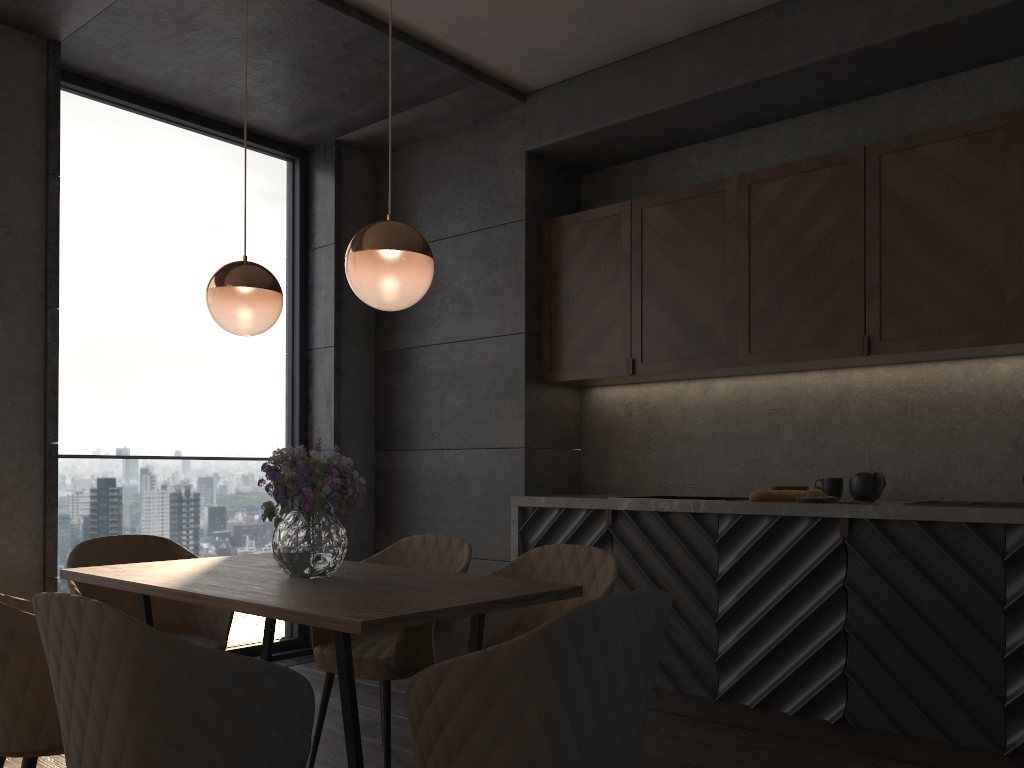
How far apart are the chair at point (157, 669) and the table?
0.11m

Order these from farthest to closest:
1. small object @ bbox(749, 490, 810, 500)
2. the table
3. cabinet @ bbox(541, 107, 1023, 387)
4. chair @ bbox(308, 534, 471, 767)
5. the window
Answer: the window < small object @ bbox(749, 490, 810, 500) < cabinet @ bbox(541, 107, 1023, 387) < chair @ bbox(308, 534, 471, 767) < the table

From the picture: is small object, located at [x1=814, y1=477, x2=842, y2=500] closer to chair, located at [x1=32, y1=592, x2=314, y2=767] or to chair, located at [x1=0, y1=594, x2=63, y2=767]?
chair, located at [x1=32, y1=592, x2=314, y2=767]

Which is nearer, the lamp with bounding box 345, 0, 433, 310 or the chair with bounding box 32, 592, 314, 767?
the chair with bounding box 32, 592, 314, 767

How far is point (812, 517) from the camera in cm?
349

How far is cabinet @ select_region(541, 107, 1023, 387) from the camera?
3.38m

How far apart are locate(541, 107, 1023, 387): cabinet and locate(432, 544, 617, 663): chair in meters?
1.5

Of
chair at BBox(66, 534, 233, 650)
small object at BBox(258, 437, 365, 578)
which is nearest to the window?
chair at BBox(66, 534, 233, 650)

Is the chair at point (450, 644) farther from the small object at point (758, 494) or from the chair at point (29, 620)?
the small object at point (758, 494)

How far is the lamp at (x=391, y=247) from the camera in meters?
2.3 m
